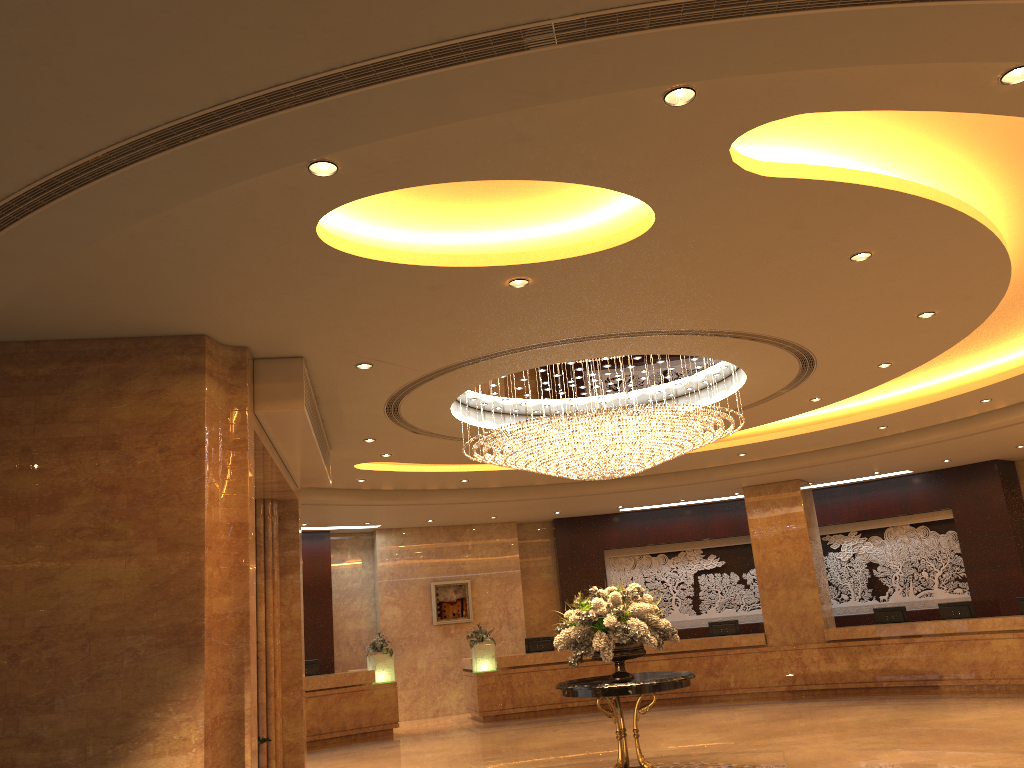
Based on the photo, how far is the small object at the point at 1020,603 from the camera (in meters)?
14.88

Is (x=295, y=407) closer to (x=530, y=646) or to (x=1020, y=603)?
(x=530, y=646)

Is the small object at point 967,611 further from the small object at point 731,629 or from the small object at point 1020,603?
the small object at point 731,629

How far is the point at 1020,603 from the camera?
14.9 meters

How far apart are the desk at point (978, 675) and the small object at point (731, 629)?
0.54m

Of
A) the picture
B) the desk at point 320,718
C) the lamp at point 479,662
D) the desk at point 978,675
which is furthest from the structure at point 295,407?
the picture

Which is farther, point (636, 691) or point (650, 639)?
point (650, 639)

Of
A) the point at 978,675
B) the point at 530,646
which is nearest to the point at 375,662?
the point at 530,646

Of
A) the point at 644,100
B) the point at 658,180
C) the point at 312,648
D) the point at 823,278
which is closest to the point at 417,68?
the point at 644,100

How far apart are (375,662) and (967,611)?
10.6m
